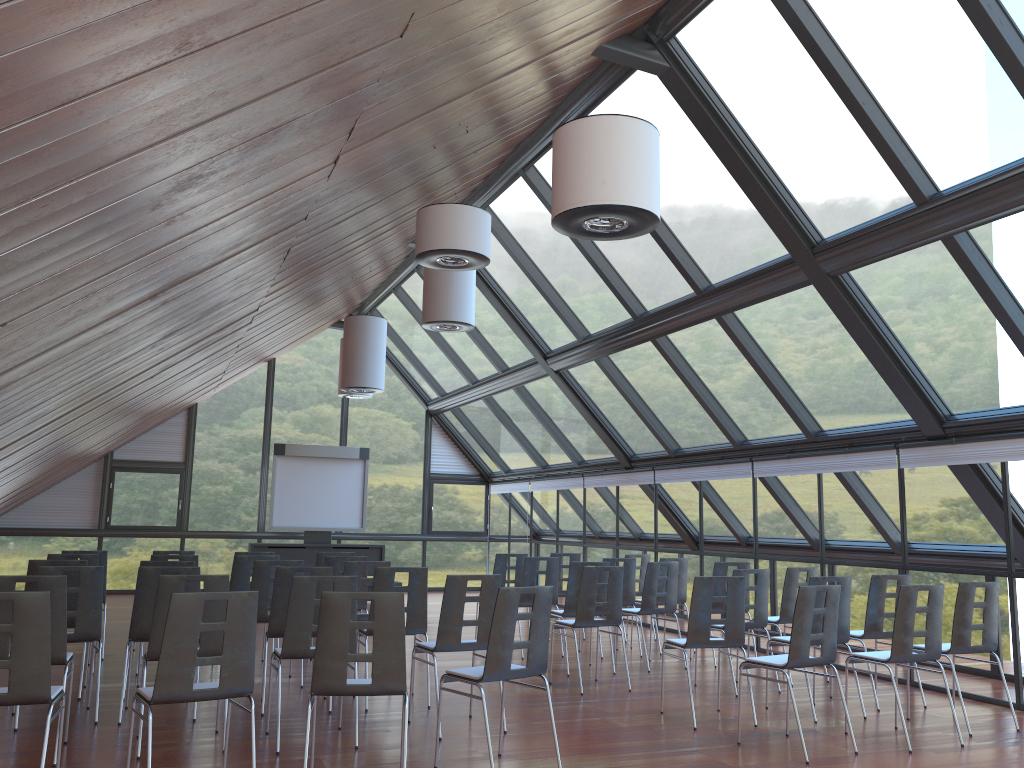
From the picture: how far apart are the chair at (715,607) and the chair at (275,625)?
4.9m

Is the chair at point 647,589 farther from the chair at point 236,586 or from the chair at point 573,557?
the chair at point 236,586

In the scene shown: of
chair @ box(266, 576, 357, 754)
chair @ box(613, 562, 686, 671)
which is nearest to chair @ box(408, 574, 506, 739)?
chair @ box(266, 576, 357, 754)

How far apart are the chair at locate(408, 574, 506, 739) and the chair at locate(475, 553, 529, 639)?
4.63m

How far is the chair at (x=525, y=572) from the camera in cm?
1074

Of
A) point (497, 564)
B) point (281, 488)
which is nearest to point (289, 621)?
point (497, 564)

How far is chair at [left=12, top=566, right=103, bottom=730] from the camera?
6.9 meters

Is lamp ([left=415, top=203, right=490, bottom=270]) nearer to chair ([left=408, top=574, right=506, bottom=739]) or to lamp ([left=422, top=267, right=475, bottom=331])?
chair ([left=408, top=574, right=506, bottom=739])

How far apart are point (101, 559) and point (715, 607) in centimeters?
705cm

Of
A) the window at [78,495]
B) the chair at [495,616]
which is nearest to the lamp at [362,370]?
the window at [78,495]
